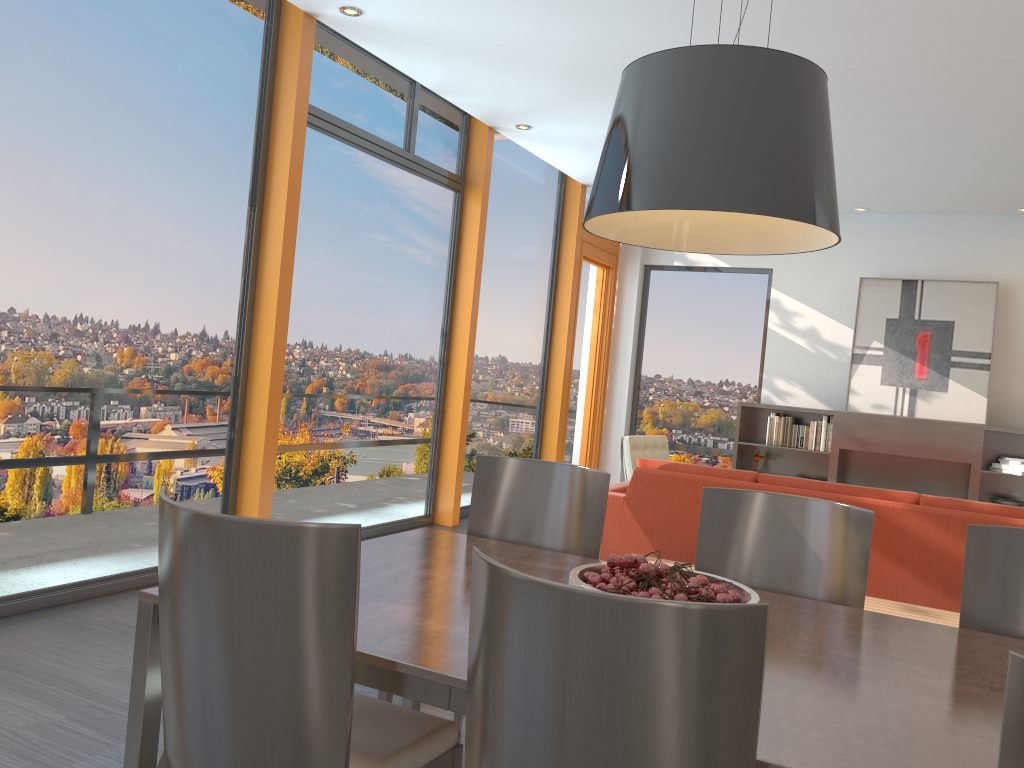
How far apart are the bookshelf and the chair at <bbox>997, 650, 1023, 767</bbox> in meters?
7.5 m

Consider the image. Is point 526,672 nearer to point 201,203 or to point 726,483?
point 726,483

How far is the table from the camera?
1.5 meters

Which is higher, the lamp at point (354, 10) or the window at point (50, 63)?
the lamp at point (354, 10)

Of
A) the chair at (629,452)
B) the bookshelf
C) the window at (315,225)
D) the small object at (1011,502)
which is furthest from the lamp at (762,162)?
the small object at (1011,502)

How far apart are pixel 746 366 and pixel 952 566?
5.4m

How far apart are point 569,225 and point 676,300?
1.8 meters

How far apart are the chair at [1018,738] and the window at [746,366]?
8.44m

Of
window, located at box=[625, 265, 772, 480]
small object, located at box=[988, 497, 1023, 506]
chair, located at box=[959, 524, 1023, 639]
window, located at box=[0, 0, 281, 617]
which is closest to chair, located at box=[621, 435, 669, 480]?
window, located at box=[625, 265, 772, 480]

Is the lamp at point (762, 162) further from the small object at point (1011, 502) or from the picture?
the picture
